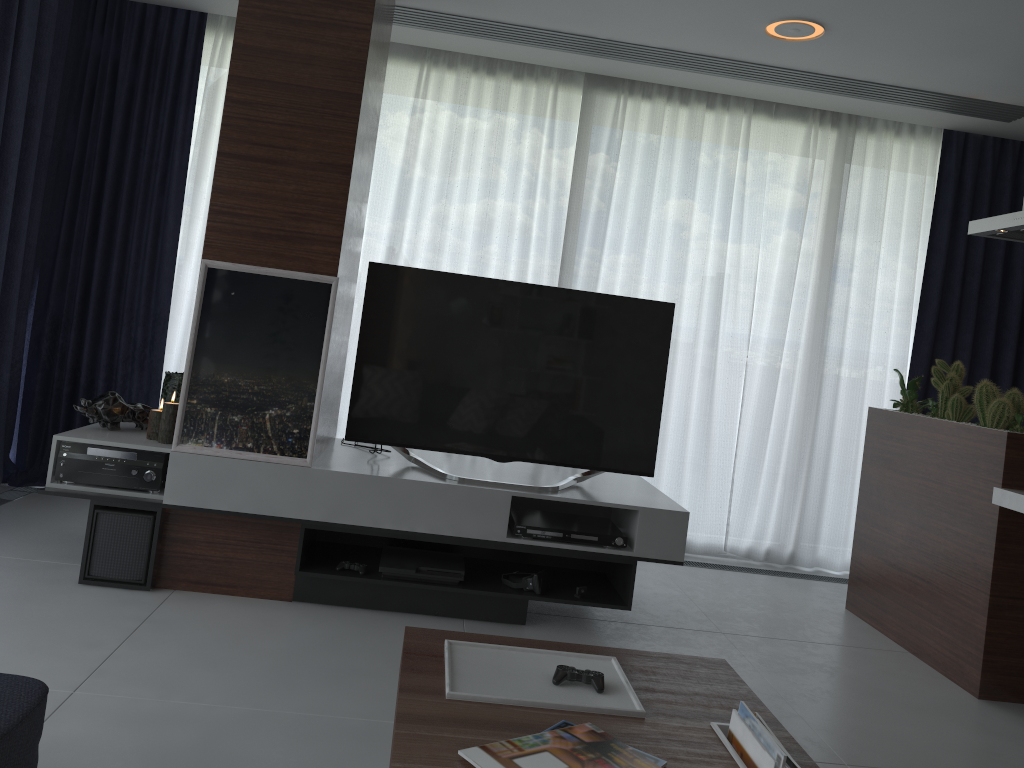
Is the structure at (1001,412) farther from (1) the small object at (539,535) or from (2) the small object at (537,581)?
(2) the small object at (537,581)

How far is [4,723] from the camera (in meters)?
1.57

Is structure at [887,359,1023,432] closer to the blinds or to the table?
the blinds

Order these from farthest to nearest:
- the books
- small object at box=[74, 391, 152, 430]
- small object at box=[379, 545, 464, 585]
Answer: small object at box=[74, 391, 152, 430], small object at box=[379, 545, 464, 585], the books

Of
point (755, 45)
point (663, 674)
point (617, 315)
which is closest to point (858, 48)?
point (755, 45)

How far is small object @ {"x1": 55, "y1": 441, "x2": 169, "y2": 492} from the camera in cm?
323

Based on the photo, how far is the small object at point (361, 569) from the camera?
3.32m

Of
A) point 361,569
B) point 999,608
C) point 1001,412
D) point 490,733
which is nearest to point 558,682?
point 490,733

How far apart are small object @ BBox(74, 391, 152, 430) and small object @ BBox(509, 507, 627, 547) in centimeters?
153cm

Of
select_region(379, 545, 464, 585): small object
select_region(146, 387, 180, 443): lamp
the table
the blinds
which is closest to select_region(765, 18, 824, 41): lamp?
the blinds
